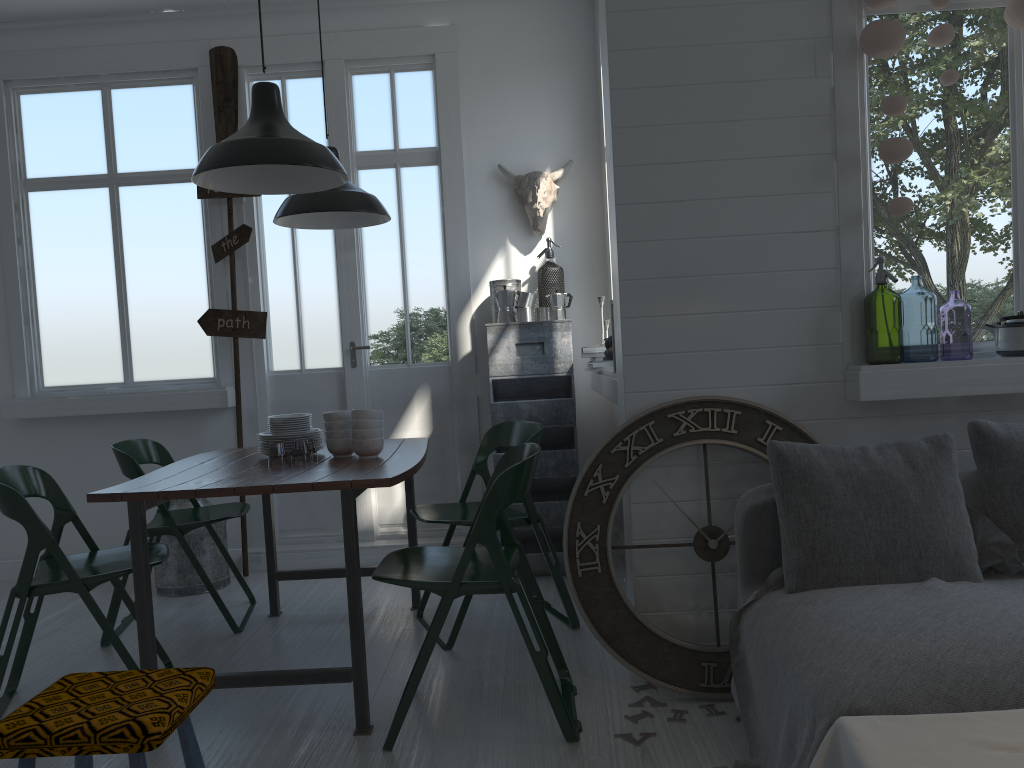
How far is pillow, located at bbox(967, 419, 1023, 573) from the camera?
2.95m

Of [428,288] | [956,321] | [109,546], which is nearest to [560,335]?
[428,288]

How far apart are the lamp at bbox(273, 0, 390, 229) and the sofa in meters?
2.6

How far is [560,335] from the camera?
5.21m

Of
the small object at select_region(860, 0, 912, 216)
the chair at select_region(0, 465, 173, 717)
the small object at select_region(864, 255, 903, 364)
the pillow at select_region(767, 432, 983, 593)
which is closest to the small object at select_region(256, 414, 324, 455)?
the chair at select_region(0, 465, 173, 717)

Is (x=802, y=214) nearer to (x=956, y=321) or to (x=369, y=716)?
(x=369, y=716)

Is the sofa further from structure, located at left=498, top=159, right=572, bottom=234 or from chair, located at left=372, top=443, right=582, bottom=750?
structure, located at left=498, top=159, right=572, bottom=234

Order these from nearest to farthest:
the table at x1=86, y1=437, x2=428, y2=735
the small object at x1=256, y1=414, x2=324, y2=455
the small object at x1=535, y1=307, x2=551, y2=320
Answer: the table at x1=86, y1=437, x2=428, y2=735 < the small object at x1=256, y1=414, x2=324, y2=455 < the small object at x1=535, y1=307, x2=551, y2=320

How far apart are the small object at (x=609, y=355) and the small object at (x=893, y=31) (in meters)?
1.80

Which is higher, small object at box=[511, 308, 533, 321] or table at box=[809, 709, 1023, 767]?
small object at box=[511, 308, 533, 321]
